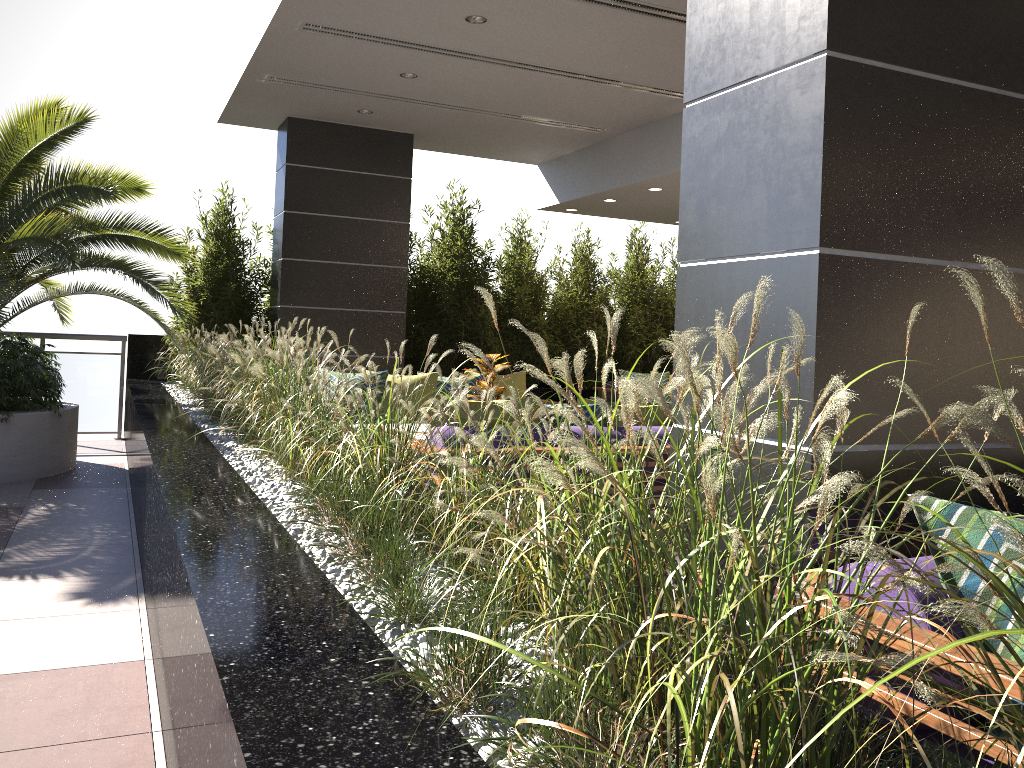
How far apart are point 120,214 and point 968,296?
6.68m

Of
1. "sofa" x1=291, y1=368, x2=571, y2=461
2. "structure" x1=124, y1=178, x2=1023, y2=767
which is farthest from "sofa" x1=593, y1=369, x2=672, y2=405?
"sofa" x1=291, y1=368, x2=571, y2=461

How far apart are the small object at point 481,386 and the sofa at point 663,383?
4.16m

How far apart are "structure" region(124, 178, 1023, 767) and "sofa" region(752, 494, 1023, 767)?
0.2 meters

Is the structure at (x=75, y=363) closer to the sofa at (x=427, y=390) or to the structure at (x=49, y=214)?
the structure at (x=49, y=214)

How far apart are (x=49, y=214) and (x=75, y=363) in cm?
291

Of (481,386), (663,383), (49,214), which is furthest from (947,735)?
(663,383)

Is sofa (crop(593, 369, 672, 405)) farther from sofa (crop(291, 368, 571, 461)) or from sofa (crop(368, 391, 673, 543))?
sofa (crop(368, 391, 673, 543))

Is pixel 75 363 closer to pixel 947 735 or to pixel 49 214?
pixel 49 214

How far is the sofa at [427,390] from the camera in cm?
718
